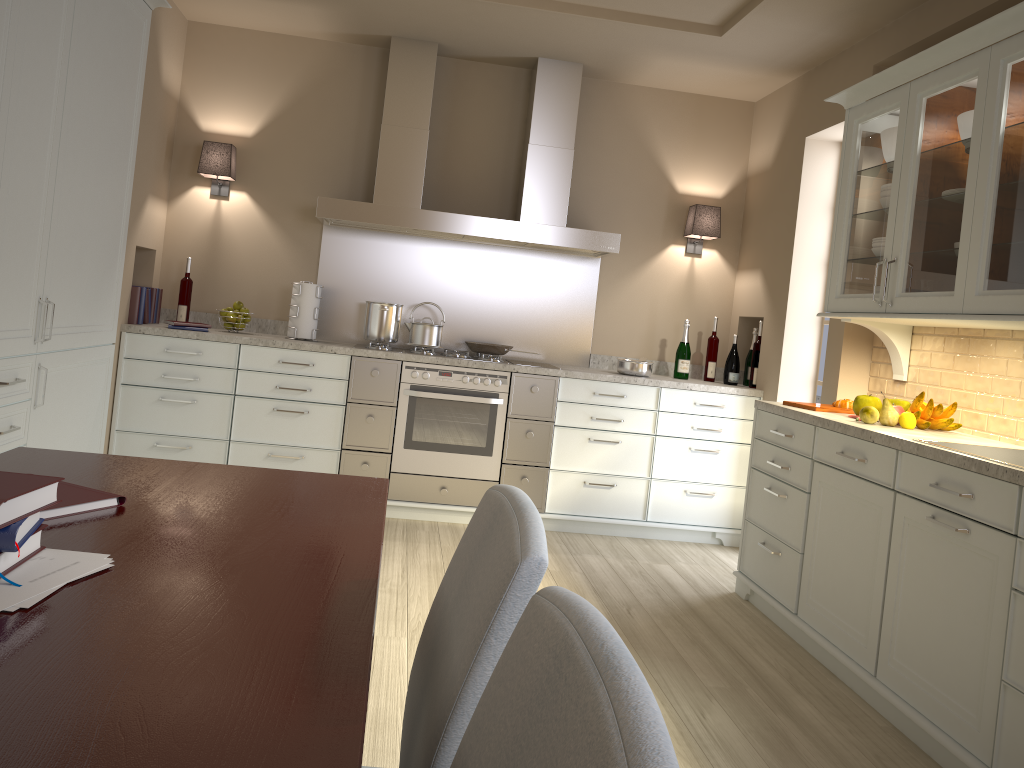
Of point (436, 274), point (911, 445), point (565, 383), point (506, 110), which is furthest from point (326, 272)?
point (911, 445)

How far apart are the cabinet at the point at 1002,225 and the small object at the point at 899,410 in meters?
0.3 m

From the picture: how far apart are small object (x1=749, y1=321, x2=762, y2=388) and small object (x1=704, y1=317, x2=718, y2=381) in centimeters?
26cm

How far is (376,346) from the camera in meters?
4.5 m

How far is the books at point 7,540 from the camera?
1.02m

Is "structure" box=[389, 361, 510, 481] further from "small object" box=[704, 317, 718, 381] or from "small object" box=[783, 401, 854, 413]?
"small object" box=[783, 401, 854, 413]

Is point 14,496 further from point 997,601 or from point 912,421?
point 912,421

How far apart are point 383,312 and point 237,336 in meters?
0.7

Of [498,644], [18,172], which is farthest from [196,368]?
[498,644]

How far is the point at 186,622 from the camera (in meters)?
0.98
